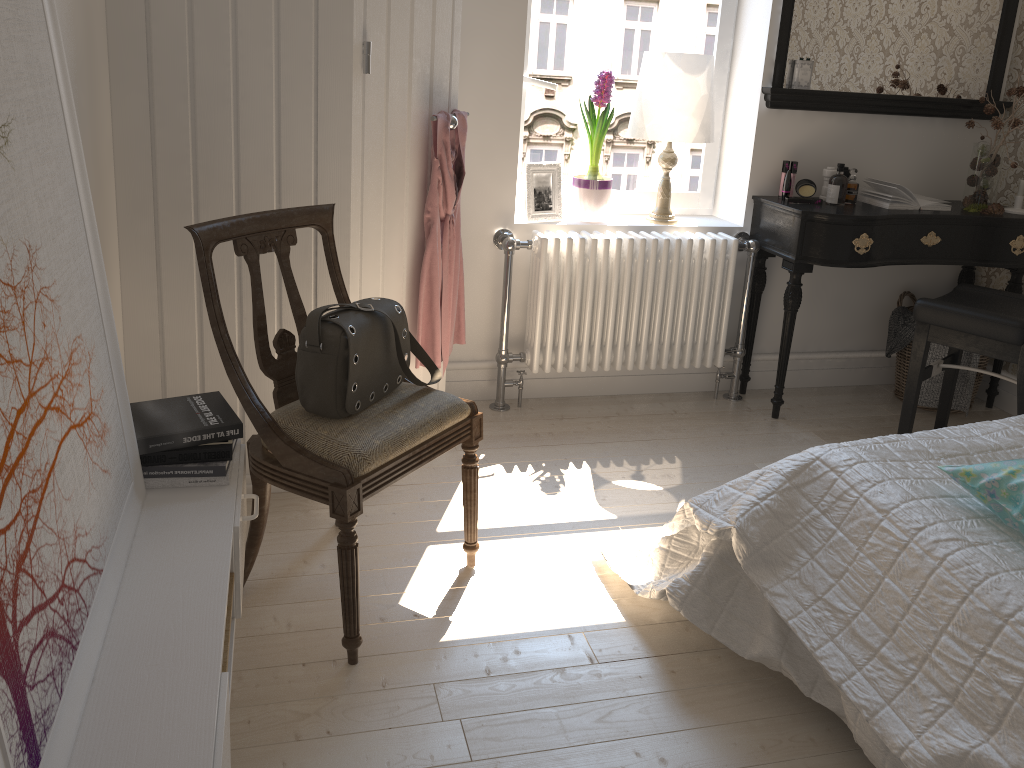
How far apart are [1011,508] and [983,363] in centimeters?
219cm

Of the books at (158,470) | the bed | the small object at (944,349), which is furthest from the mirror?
the books at (158,470)

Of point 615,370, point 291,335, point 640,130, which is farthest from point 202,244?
point 615,370

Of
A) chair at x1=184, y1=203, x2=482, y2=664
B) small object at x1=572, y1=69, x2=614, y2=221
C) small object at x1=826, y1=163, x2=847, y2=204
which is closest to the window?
small object at x1=572, y1=69, x2=614, y2=221

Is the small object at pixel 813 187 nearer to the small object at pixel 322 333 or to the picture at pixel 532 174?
A: the picture at pixel 532 174

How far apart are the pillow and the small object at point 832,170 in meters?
1.9

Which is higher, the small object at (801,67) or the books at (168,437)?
the small object at (801,67)

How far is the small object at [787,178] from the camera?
3.33m

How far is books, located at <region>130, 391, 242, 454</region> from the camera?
1.71m

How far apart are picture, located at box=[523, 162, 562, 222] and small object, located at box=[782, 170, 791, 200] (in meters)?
0.86
